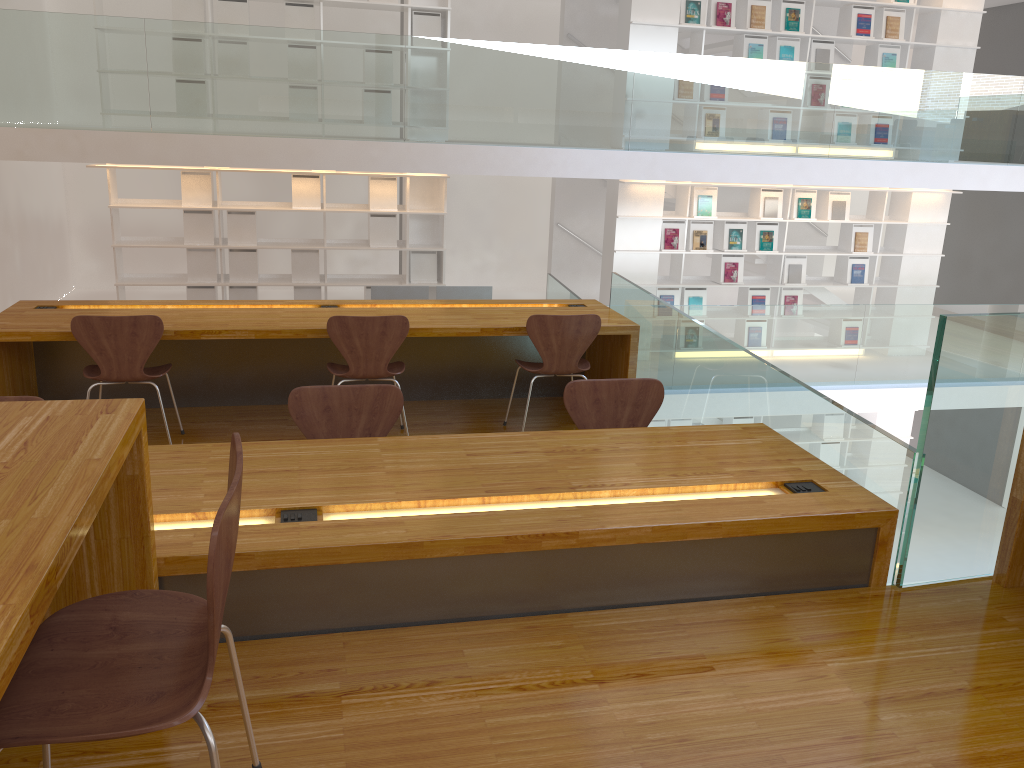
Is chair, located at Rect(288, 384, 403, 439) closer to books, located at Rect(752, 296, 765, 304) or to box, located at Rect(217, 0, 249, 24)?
box, located at Rect(217, 0, 249, 24)

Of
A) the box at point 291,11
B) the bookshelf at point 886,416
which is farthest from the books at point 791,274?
the box at point 291,11

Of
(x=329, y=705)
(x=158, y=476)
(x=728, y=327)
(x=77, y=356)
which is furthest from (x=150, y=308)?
(x=728, y=327)

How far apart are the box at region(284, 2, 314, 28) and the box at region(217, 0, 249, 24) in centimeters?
34cm

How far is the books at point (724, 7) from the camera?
8.16m

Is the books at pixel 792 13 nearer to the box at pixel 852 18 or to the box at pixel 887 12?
the box at pixel 852 18

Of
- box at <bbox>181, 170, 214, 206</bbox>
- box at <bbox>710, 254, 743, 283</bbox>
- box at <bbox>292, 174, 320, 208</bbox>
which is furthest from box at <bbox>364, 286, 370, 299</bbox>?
box at <bbox>710, 254, 743, 283</bbox>

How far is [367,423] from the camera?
3.1 meters

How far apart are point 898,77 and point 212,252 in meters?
6.1

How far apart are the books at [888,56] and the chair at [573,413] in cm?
694
